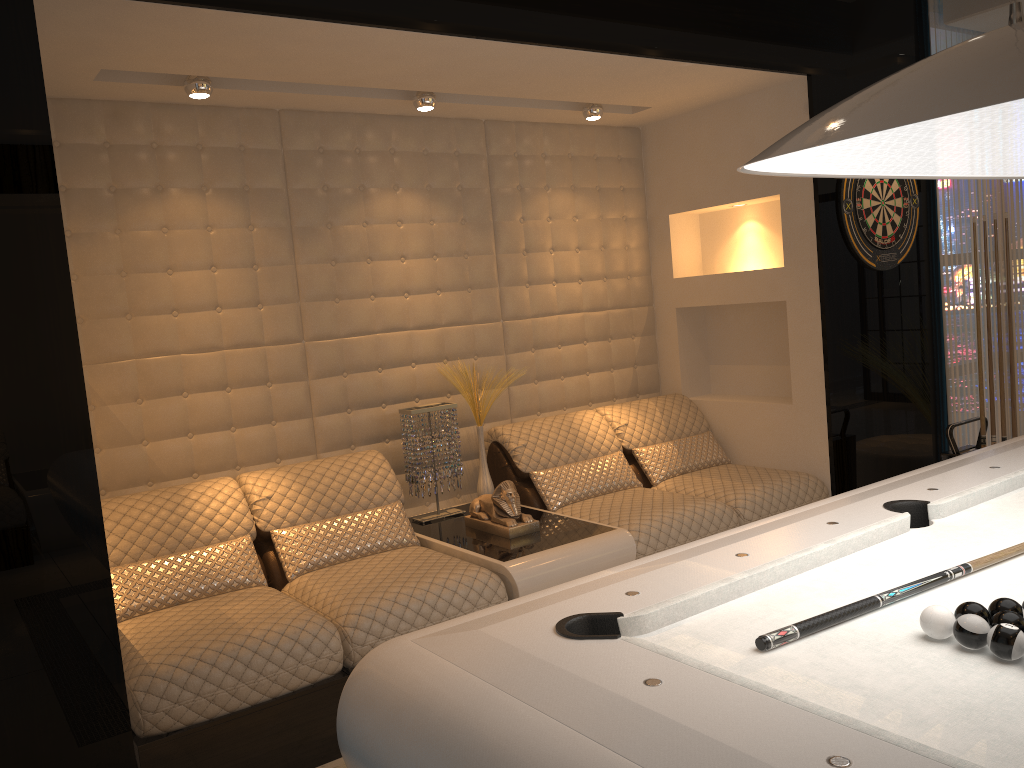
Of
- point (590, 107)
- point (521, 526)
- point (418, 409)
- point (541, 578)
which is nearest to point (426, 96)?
point (590, 107)

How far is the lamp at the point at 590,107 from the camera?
4.3m

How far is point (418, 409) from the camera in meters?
4.0 m

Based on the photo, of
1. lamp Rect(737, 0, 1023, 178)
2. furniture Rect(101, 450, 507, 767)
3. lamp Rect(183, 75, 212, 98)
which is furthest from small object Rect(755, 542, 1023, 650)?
lamp Rect(183, 75, 212, 98)

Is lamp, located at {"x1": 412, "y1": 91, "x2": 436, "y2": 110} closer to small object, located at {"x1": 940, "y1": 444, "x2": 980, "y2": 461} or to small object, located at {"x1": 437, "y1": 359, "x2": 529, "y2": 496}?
small object, located at {"x1": 437, "y1": 359, "x2": 529, "y2": 496}

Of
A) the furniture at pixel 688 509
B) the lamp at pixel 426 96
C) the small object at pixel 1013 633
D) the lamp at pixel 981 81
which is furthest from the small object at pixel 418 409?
the small object at pixel 1013 633

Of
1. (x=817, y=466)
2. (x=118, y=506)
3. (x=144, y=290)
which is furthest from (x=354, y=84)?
(x=817, y=466)

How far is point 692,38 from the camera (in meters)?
3.66

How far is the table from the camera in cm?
327

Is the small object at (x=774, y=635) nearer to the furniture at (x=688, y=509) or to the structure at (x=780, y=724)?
the structure at (x=780, y=724)
